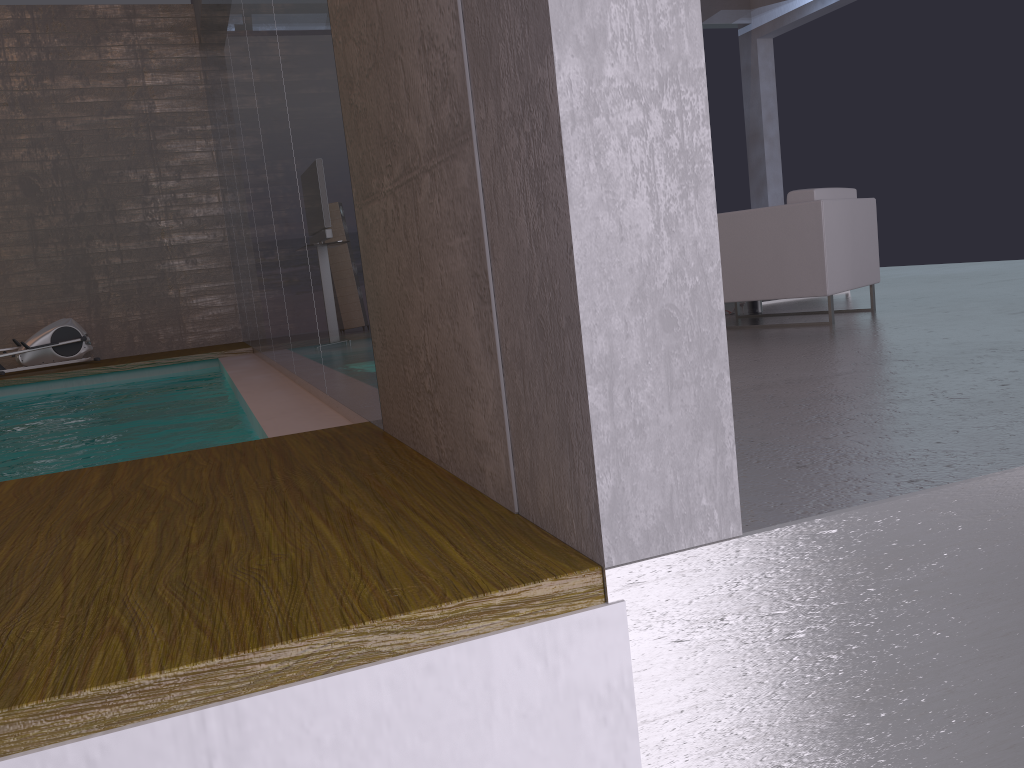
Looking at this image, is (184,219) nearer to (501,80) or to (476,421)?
(476,421)

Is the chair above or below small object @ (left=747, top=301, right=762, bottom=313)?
above

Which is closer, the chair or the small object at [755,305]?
the chair

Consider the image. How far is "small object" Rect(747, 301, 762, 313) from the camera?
6.5 meters

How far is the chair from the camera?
5.08m

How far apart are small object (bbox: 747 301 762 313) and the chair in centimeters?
94cm

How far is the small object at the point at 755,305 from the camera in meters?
6.5 m

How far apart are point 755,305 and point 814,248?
1.40m

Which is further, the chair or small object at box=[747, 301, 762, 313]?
small object at box=[747, 301, 762, 313]

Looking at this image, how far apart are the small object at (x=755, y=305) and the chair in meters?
0.9
